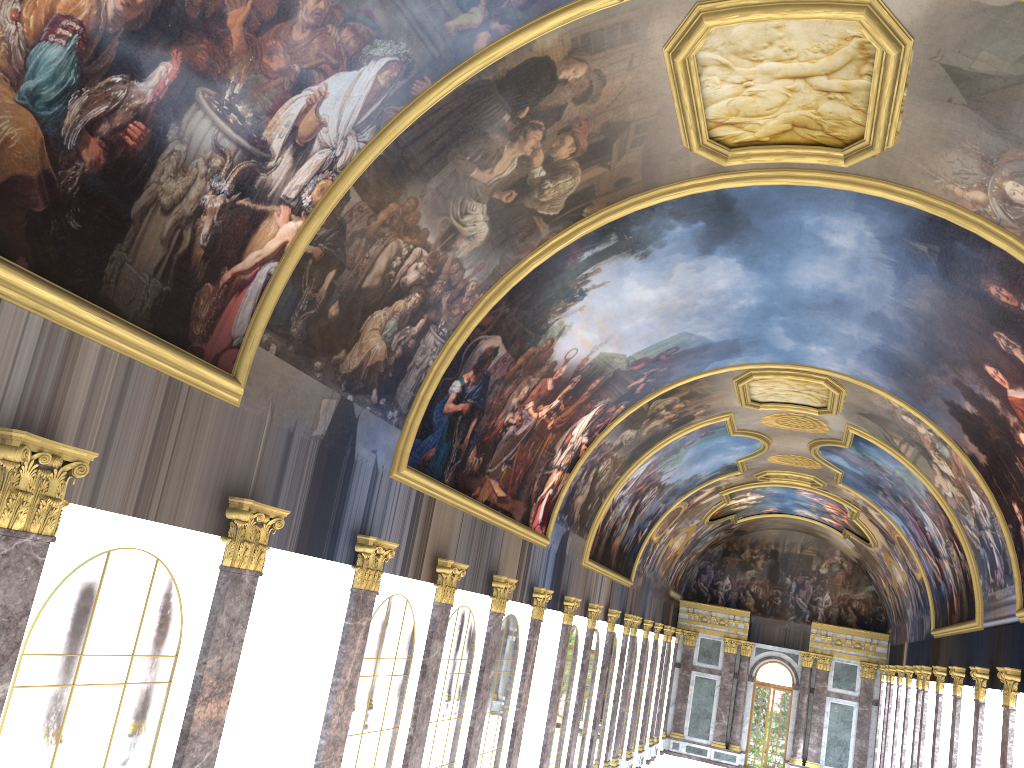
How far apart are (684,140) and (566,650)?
16.95m
